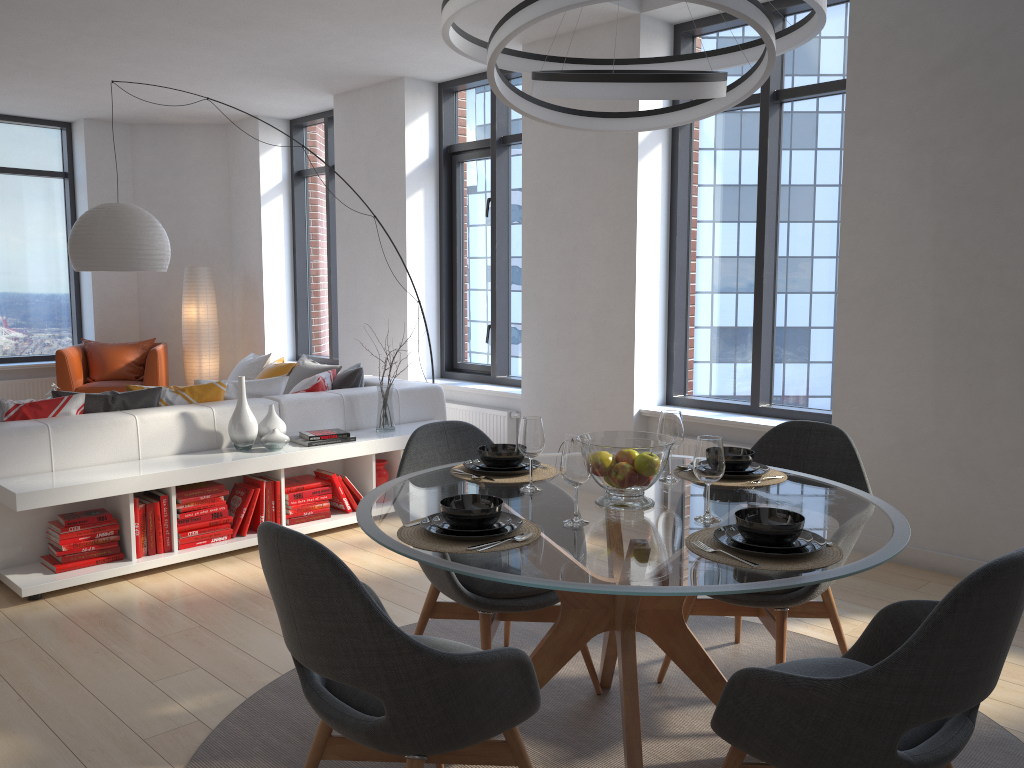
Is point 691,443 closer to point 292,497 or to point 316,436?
point 316,436

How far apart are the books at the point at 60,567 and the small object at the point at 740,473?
2.9 meters

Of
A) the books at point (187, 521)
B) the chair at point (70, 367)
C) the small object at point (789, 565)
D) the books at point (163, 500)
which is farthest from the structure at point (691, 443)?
the chair at point (70, 367)

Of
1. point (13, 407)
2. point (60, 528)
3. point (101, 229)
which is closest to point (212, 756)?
point (60, 528)

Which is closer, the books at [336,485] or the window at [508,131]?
the books at [336,485]

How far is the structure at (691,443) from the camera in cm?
534

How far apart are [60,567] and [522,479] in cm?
248

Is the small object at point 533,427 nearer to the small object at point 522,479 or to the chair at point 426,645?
the small object at point 522,479

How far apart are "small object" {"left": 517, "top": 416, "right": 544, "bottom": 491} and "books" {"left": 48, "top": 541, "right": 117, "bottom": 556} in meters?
2.5

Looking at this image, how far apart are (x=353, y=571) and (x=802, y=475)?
2.3 meters
